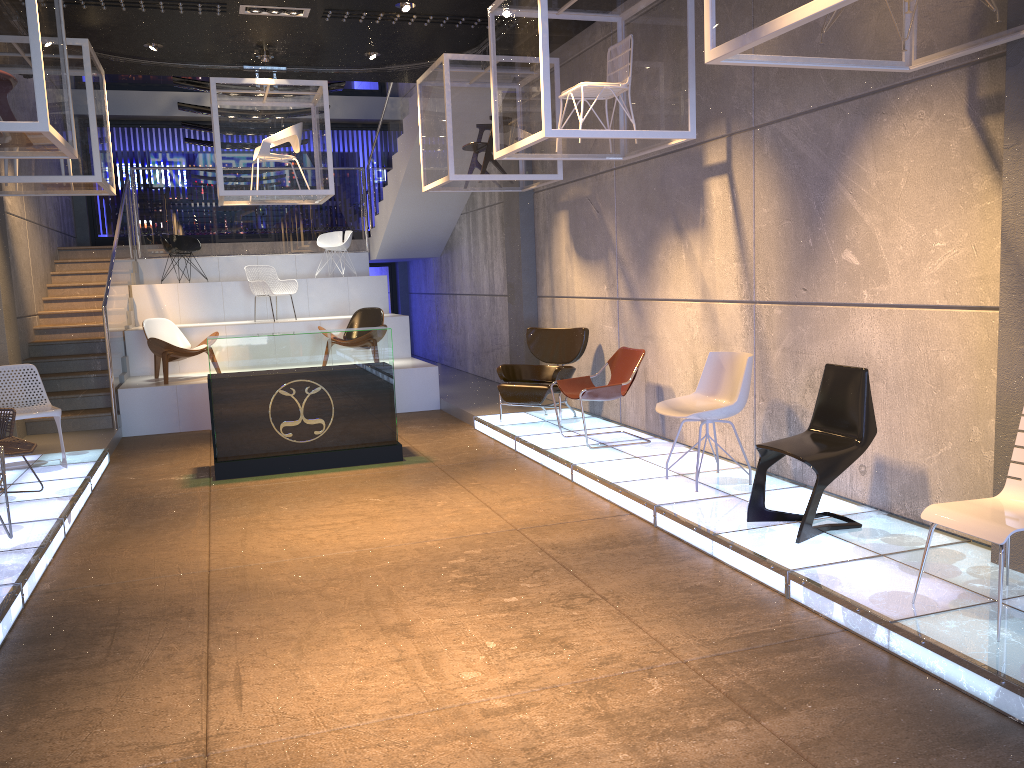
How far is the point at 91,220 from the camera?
16.1 meters

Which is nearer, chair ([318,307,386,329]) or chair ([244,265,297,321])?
chair ([318,307,386,329])

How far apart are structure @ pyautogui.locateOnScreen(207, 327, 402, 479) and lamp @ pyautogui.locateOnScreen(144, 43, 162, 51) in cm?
339

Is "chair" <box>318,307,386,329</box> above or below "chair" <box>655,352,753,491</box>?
above

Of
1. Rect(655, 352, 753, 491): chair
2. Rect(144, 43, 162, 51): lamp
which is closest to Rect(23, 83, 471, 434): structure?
Rect(144, 43, 162, 51): lamp

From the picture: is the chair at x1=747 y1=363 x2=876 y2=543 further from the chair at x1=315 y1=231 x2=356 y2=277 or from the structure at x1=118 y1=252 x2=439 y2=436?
the chair at x1=315 y1=231 x2=356 y2=277

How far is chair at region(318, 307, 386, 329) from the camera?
11.6m

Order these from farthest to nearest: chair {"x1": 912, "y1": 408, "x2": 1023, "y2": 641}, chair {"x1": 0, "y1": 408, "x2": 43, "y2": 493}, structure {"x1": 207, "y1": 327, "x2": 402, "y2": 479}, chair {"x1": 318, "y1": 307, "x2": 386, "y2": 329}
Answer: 1. chair {"x1": 318, "y1": 307, "x2": 386, "y2": 329}
2. structure {"x1": 207, "y1": 327, "x2": 402, "y2": 479}
3. chair {"x1": 0, "y1": 408, "x2": 43, "y2": 493}
4. chair {"x1": 912, "y1": 408, "x2": 1023, "y2": 641}

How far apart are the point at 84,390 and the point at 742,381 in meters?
7.9

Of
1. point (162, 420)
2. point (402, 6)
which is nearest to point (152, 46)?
point (402, 6)
